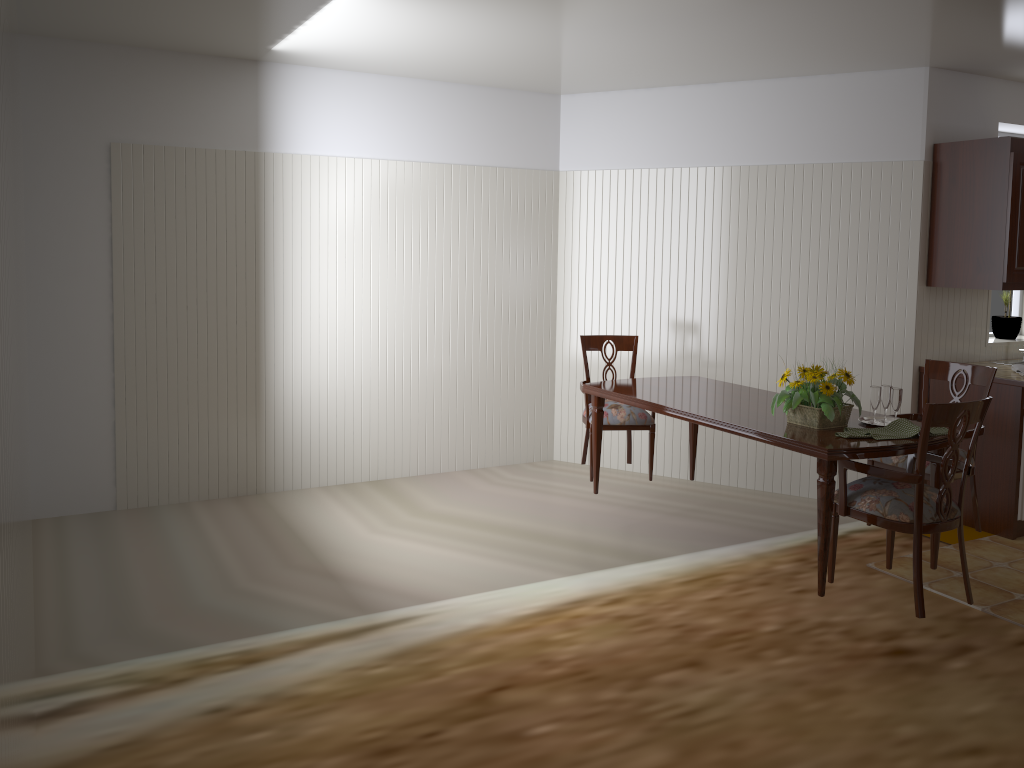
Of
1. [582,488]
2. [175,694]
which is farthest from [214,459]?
[175,694]

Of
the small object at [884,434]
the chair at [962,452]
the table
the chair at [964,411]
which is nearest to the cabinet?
the chair at [962,452]

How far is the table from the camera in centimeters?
316cm

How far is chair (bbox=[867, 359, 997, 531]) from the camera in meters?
3.9 m

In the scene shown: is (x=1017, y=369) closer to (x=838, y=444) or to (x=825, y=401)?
Result: (x=825, y=401)

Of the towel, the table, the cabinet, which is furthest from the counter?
the table

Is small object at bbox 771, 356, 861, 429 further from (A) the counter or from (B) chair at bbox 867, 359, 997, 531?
(A) the counter

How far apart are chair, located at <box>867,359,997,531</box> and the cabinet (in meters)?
0.72

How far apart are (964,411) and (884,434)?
0.3 meters

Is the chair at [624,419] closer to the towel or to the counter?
the counter
